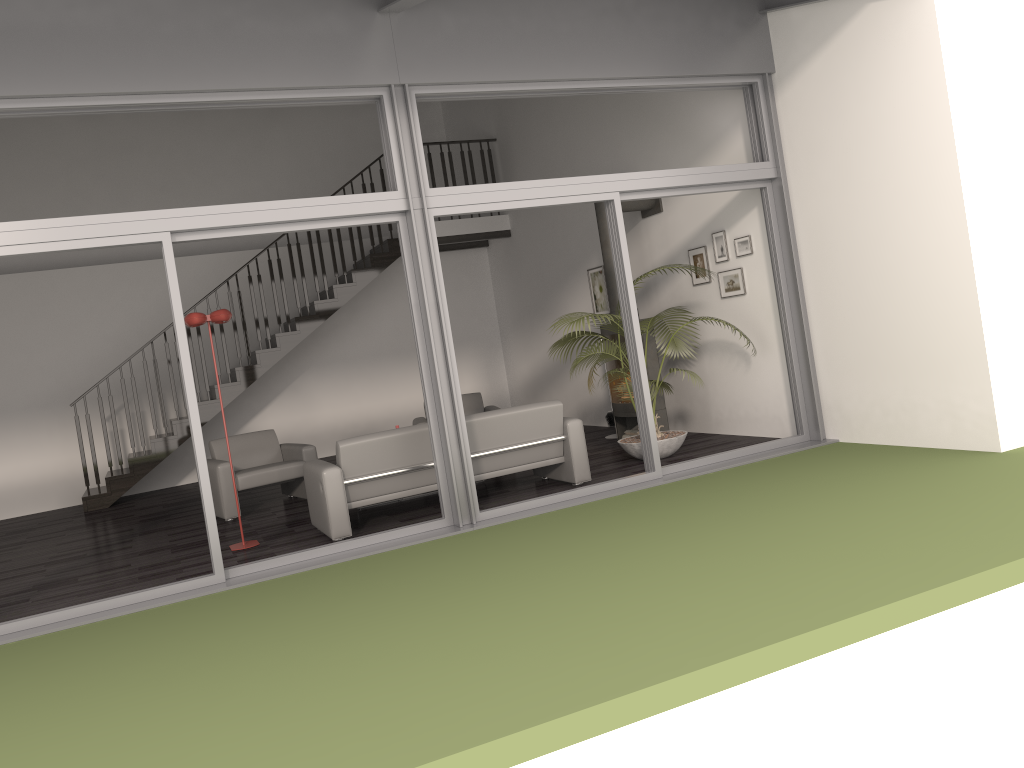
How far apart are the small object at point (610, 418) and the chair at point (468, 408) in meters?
1.4

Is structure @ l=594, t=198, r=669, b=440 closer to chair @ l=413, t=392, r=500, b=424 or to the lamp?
chair @ l=413, t=392, r=500, b=424

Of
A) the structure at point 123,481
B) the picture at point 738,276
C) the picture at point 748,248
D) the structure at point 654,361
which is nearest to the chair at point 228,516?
the structure at point 123,481

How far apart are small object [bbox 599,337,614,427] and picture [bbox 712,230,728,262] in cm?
222

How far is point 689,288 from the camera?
8.8 meters

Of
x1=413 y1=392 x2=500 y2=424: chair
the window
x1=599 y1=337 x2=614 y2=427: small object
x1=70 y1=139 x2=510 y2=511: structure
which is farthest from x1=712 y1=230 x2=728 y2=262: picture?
x1=70 y1=139 x2=510 y2=511: structure

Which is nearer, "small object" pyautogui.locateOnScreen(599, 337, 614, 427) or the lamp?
the lamp

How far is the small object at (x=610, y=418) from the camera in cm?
967

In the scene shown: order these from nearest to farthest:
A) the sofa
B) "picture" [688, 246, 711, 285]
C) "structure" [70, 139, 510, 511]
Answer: the sofa
"picture" [688, 246, 711, 285]
"structure" [70, 139, 510, 511]

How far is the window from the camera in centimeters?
532cm
